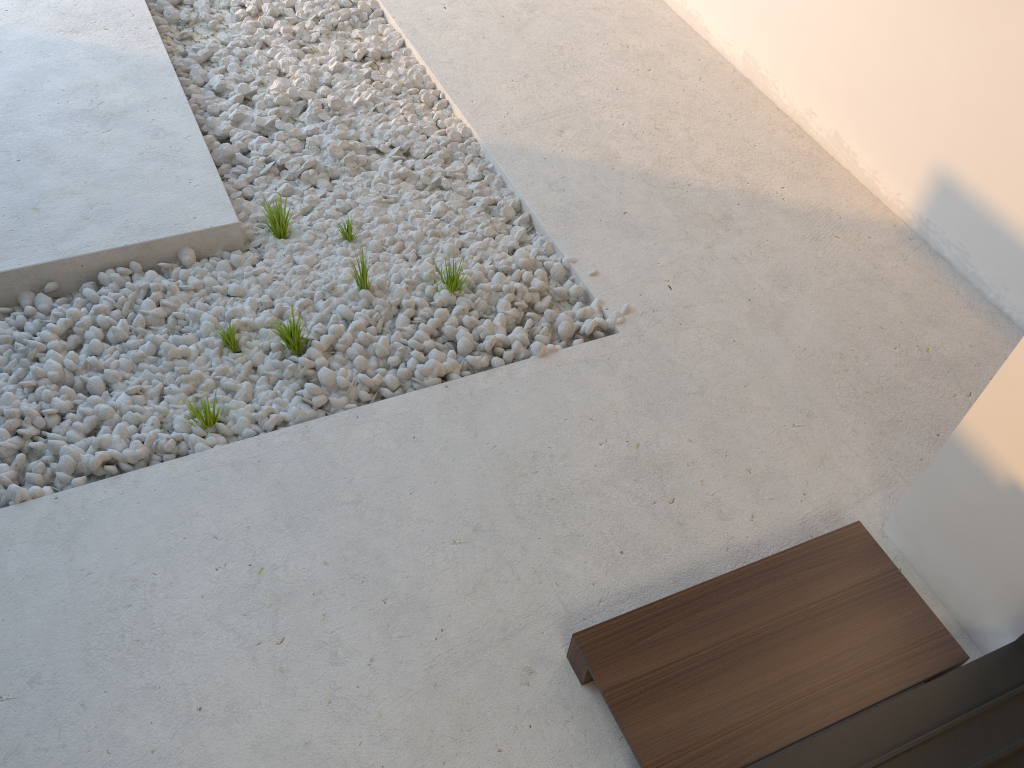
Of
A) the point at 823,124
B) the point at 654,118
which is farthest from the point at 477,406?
the point at 823,124

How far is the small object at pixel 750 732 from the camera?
1.6m

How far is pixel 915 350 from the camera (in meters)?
2.42

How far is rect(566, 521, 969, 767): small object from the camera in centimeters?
156cm

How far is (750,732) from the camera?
1.56m
